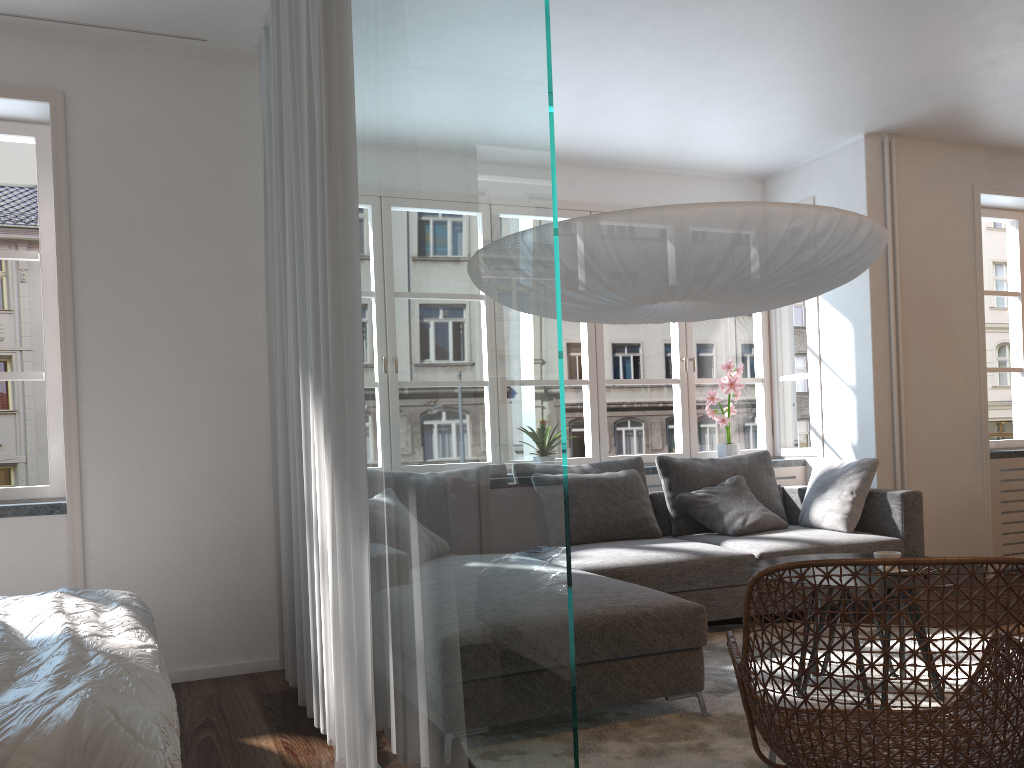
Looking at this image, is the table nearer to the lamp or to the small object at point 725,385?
the lamp

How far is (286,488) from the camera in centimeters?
350cm

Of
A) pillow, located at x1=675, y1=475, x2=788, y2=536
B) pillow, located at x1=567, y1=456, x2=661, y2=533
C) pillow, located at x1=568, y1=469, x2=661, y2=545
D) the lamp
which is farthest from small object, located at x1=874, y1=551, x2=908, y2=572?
pillow, located at x1=567, y1=456, x2=661, y2=533

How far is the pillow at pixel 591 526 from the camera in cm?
467

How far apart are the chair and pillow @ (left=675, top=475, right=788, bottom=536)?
2.3 meters

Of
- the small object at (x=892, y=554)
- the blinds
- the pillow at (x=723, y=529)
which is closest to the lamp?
the blinds

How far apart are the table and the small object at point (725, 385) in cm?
230

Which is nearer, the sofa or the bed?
the bed

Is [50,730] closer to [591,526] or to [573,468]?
[591,526]

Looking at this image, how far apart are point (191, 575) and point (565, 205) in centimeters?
325cm
